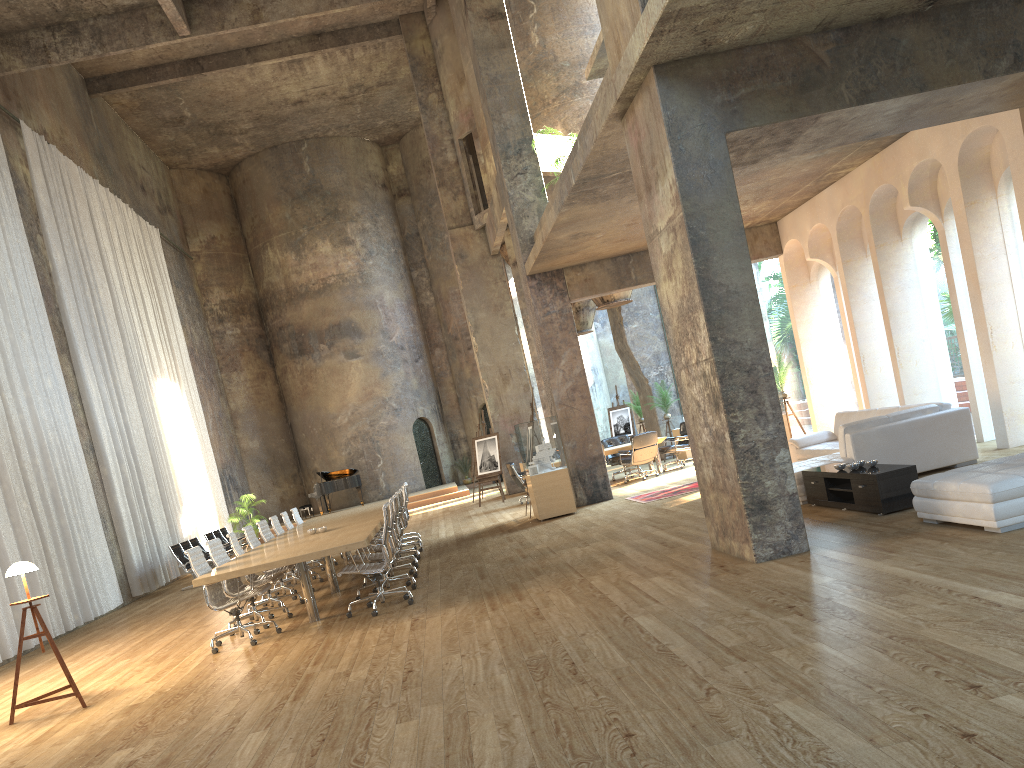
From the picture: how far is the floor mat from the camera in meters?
13.2

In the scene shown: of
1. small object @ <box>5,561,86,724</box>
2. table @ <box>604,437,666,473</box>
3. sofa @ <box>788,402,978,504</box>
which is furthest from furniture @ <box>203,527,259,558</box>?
sofa @ <box>788,402,978,504</box>

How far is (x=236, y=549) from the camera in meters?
9.9

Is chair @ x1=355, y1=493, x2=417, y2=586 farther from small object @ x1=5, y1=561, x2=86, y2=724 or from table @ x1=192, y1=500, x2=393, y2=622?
small object @ x1=5, y1=561, x2=86, y2=724

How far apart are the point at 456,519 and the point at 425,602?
9.1m

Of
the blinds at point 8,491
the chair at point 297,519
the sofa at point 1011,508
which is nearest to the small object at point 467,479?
the chair at point 297,519

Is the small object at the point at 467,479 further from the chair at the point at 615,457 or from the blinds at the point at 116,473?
the chair at the point at 615,457

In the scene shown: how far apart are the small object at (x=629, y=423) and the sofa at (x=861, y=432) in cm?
1187

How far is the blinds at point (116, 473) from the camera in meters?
15.9 m

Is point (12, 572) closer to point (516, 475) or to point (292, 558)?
point (292, 558)
